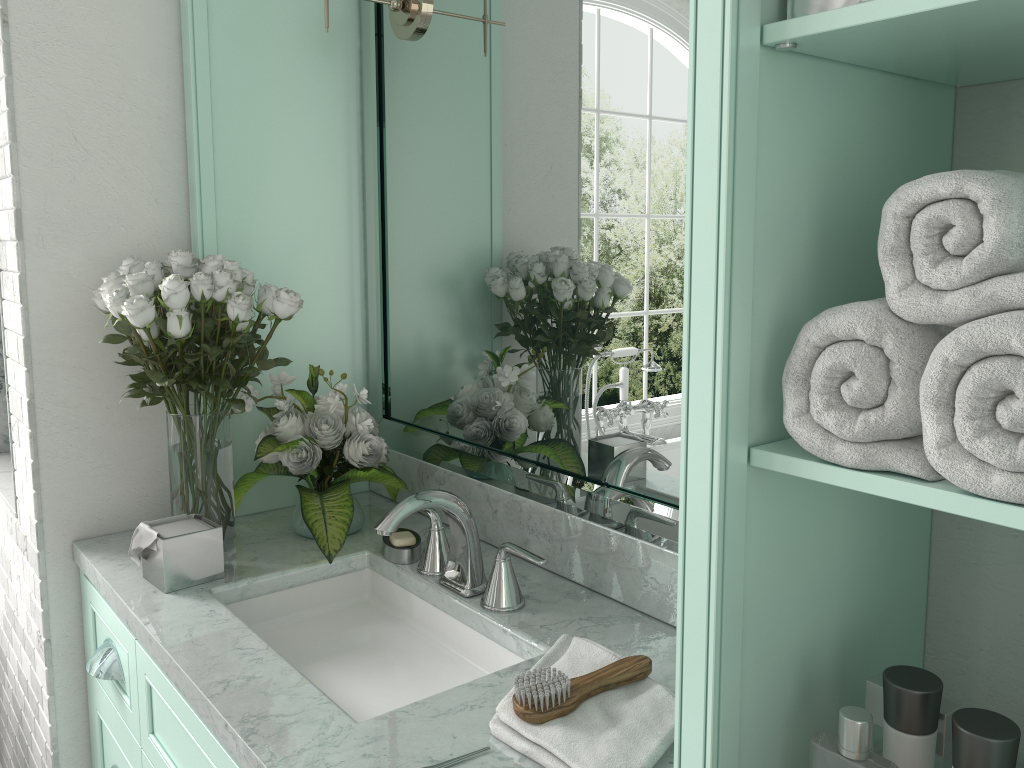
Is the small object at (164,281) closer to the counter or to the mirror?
the counter

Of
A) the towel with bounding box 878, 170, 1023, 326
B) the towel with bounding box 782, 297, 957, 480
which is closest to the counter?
the towel with bounding box 782, 297, 957, 480

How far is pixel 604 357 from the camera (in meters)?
1.63

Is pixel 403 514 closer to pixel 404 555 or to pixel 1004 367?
pixel 404 555

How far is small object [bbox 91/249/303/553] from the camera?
1.72m

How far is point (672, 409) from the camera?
1.5 meters

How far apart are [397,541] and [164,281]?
0.69m

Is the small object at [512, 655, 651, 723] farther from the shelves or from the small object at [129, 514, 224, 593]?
the small object at [129, 514, 224, 593]

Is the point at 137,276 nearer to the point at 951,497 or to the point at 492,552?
the point at 492,552

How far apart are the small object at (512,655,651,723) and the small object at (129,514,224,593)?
0.8m
